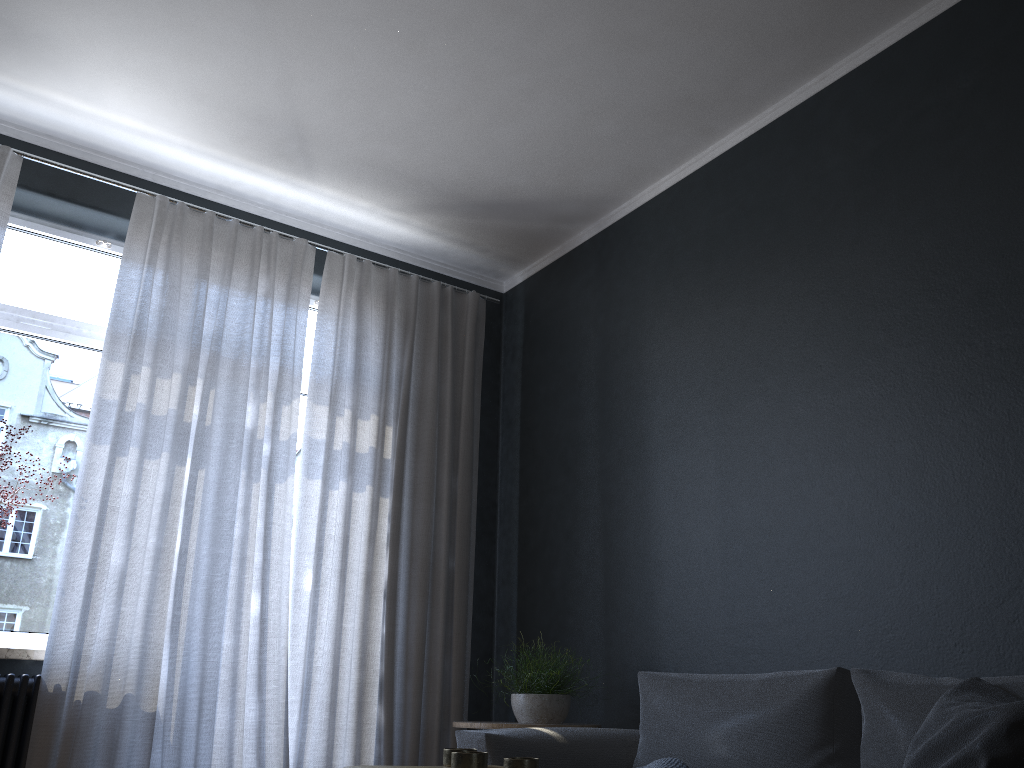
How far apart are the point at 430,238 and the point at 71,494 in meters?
2.1

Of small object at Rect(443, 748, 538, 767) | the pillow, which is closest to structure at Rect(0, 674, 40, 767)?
small object at Rect(443, 748, 538, 767)

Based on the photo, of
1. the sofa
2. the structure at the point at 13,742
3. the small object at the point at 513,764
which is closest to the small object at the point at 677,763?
the sofa

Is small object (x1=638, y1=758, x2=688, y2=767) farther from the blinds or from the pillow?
the blinds

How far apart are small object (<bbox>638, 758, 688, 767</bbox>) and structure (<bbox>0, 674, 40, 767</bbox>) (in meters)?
2.21

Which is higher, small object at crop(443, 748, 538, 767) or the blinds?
the blinds

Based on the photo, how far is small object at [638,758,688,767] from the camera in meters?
2.5

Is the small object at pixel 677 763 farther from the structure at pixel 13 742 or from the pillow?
the structure at pixel 13 742

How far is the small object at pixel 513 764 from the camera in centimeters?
156cm

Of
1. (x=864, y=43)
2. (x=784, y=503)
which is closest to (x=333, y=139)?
(x=864, y=43)
